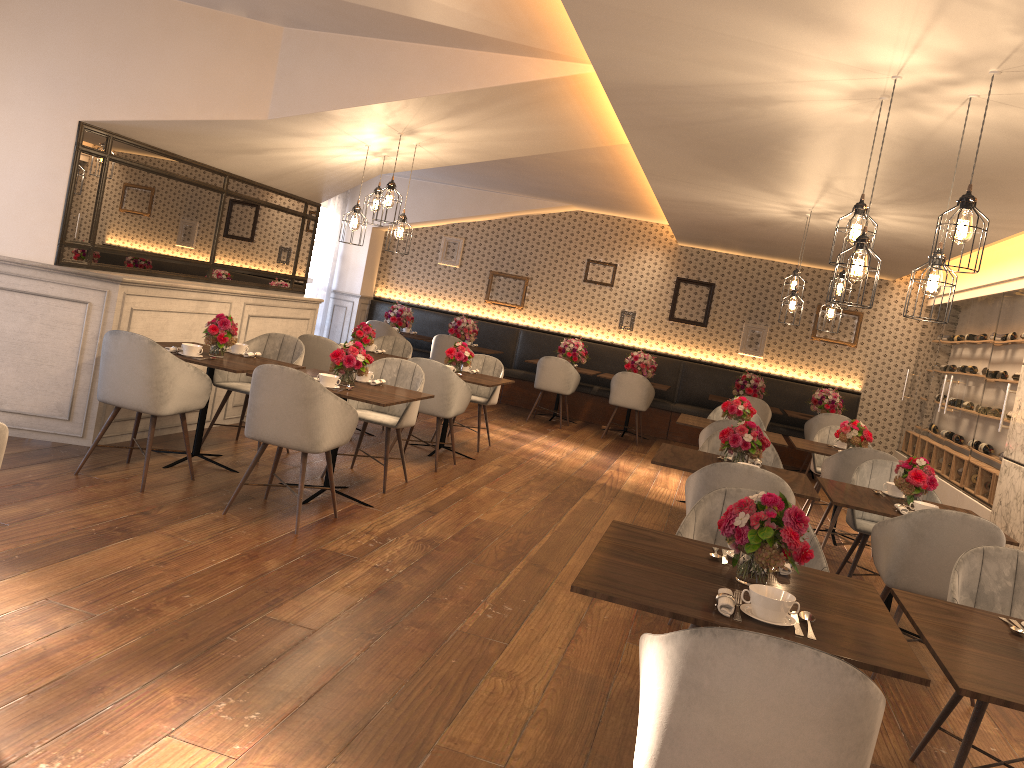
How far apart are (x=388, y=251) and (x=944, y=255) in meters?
4.1 m

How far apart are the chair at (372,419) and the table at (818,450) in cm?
311

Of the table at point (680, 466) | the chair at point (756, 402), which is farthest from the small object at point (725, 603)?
the chair at point (756, 402)

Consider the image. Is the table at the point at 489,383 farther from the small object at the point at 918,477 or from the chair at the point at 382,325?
the chair at the point at 382,325

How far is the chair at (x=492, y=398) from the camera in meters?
8.3 m

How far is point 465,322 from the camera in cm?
1190

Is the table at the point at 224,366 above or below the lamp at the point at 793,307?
below

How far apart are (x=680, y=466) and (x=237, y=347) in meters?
3.1

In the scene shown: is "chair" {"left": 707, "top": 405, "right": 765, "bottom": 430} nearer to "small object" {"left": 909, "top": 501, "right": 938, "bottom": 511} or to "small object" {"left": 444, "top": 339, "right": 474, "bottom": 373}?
"small object" {"left": 444, "top": 339, "right": 474, "bottom": 373}

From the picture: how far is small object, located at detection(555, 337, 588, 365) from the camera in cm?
1163
